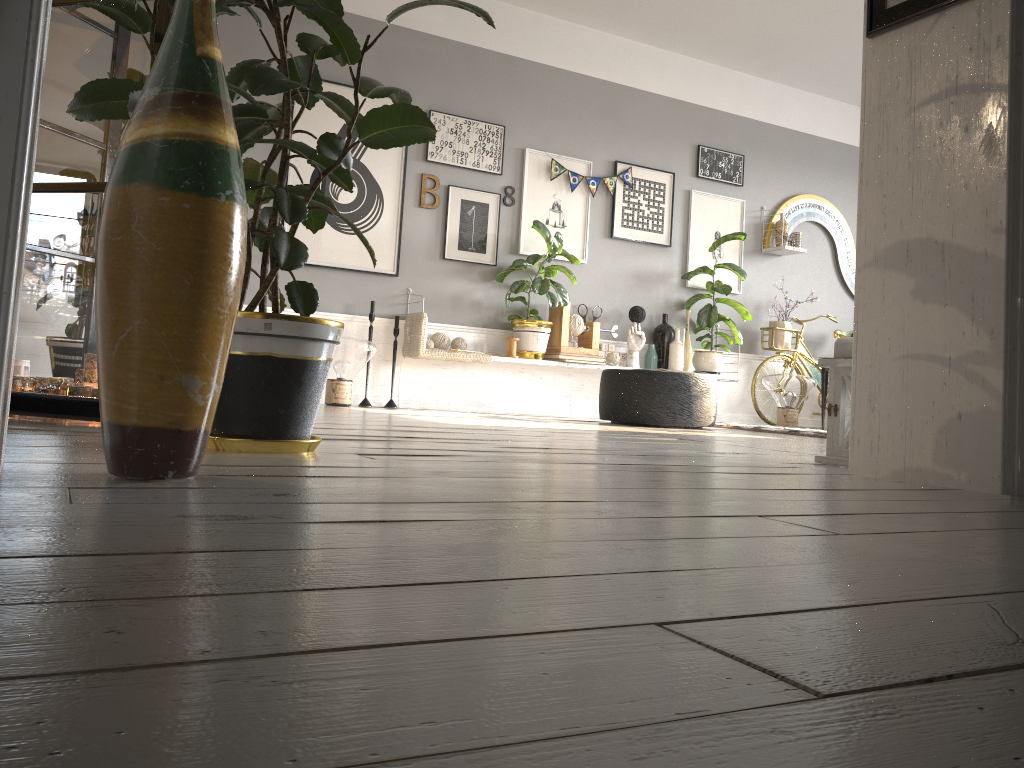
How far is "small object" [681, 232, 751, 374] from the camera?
6.9m

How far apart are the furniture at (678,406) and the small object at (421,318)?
0.9 meters

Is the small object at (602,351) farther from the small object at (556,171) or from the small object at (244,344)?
the small object at (244,344)

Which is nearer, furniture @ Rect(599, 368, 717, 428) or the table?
furniture @ Rect(599, 368, 717, 428)

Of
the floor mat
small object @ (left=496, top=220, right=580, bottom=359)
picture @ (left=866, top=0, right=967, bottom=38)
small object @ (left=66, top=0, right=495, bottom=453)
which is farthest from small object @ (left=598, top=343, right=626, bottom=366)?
small object @ (left=66, top=0, right=495, bottom=453)

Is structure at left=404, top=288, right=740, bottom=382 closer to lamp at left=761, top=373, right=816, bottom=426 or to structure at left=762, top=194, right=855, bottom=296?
lamp at left=761, top=373, right=816, bottom=426

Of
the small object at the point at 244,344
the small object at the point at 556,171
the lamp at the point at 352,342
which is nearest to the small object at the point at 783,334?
the small object at the point at 556,171

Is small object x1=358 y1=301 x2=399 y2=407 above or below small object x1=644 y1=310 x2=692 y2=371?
below

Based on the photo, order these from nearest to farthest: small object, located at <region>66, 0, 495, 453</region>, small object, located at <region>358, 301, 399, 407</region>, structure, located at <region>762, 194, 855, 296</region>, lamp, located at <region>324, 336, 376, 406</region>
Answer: small object, located at <region>66, 0, 495, 453</region>, lamp, located at <region>324, 336, 376, 406</region>, small object, located at <region>358, 301, 399, 407</region>, structure, located at <region>762, 194, 855, 296</region>

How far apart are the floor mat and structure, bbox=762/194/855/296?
1.9 meters
